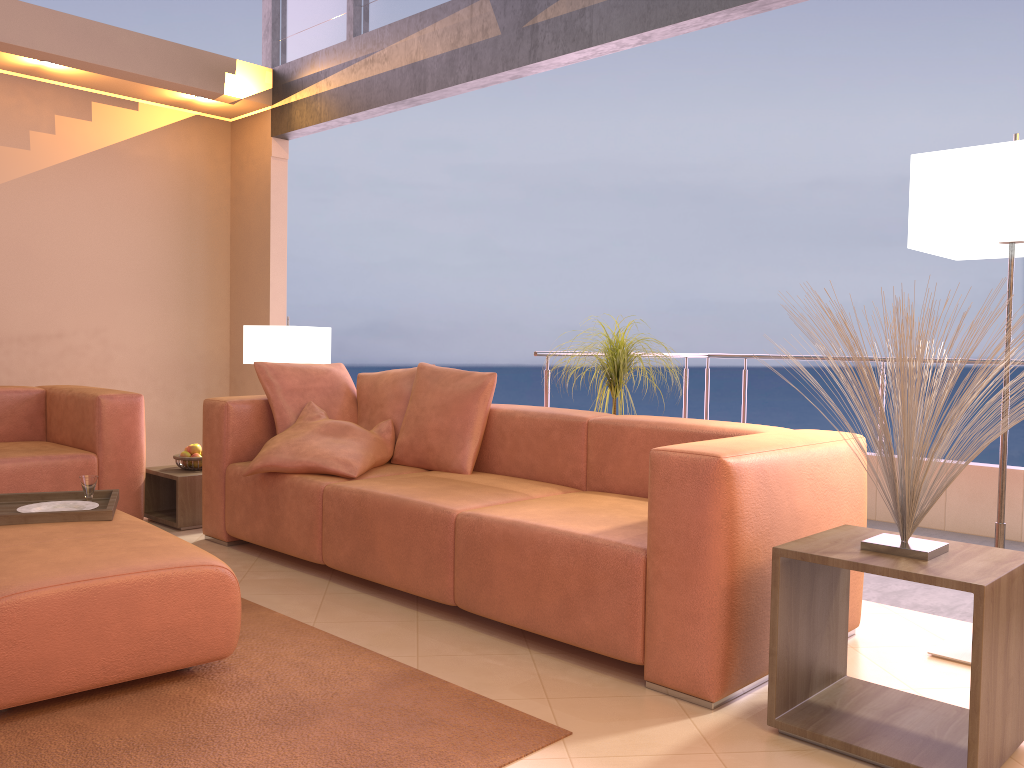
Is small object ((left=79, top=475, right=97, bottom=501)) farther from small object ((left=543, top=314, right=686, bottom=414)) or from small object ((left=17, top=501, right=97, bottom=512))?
small object ((left=543, top=314, right=686, bottom=414))

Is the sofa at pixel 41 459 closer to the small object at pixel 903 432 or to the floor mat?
the floor mat

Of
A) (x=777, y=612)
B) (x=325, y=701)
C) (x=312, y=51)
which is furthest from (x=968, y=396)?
(x=312, y=51)

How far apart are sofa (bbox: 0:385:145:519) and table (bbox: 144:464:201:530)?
0.1 meters

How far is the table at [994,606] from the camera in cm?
186

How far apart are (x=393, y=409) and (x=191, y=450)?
1.2m

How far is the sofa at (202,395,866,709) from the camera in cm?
228

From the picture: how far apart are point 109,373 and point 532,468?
3.4m

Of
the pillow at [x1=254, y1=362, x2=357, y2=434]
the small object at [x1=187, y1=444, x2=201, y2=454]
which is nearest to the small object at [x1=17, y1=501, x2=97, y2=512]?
the pillow at [x1=254, y1=362, x2=357, y2=434]

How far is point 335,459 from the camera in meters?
3.6 m
